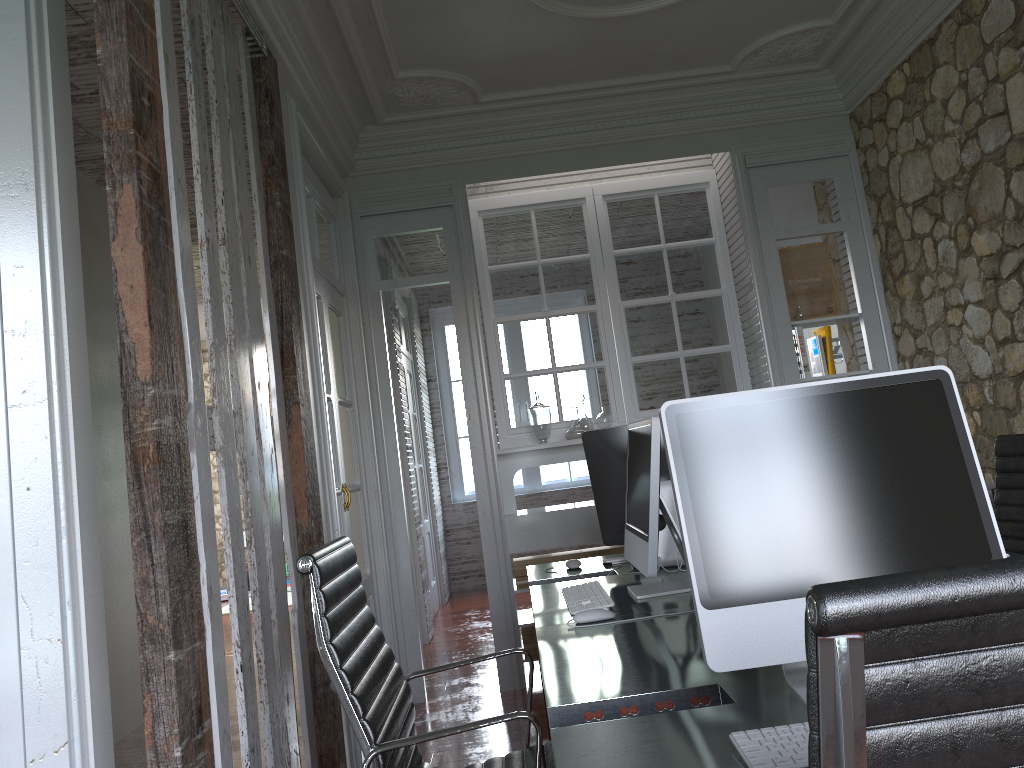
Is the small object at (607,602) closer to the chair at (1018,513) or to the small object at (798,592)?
the small object at (798,592)

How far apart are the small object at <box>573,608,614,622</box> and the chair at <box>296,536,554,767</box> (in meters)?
0.29

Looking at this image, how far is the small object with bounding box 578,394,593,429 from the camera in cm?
486

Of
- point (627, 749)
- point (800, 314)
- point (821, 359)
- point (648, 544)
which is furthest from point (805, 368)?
point (627, 749)

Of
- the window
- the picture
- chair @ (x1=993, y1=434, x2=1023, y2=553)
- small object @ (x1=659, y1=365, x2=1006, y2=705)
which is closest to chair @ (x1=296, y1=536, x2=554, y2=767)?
small object @ (x1=659, y1=365, x2=1006, y2=705)

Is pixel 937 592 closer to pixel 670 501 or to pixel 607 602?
pixel 607 602

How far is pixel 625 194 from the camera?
5.2m

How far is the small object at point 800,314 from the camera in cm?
477

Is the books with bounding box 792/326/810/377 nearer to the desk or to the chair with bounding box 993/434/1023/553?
the chair with bounding box 993/434/1023/553

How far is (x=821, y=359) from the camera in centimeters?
482cm
